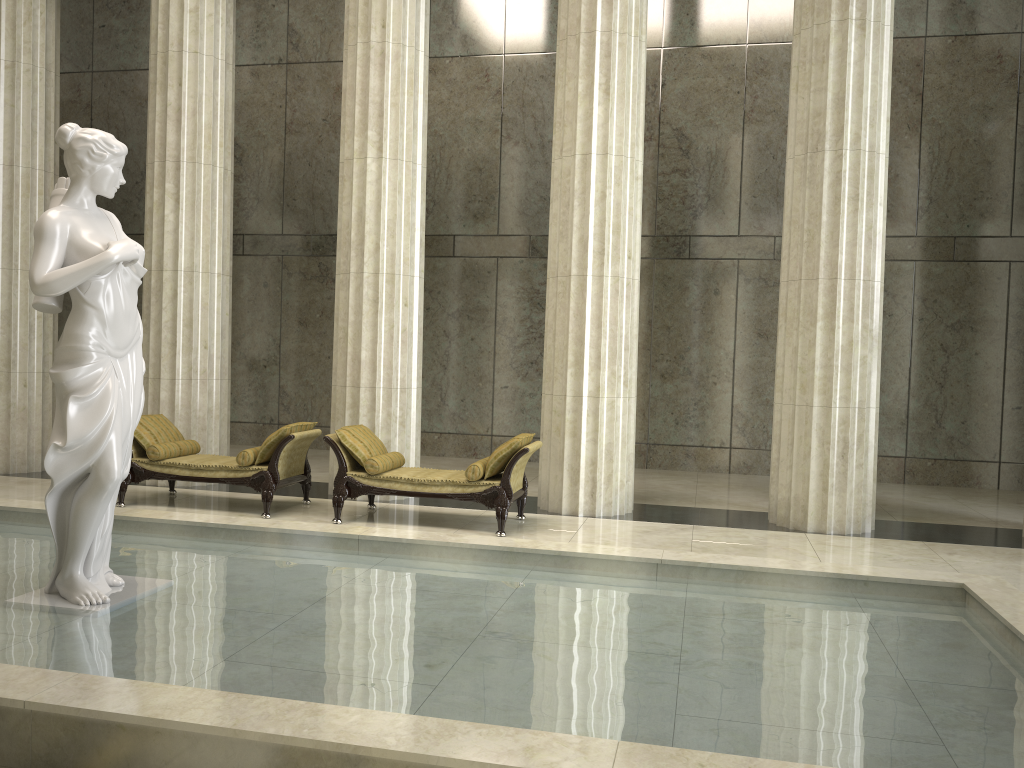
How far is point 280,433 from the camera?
9.16m

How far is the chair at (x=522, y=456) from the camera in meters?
8.6 m

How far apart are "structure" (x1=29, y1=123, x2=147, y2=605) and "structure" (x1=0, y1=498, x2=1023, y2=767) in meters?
0.0 m

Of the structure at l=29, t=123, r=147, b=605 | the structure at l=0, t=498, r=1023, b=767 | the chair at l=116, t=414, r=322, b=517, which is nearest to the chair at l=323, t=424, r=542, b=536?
the chair at l=116, t=414, r=322, b=517

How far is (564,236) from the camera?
9.87m

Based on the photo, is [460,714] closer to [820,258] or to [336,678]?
[336,678]

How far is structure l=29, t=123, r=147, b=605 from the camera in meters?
5.2

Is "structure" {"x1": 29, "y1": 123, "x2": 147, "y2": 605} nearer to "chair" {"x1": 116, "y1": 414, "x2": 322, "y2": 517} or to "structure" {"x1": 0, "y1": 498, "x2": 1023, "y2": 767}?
"structure" {"x1": 0, "y1": 498, "x2": 1023, "y2": 767}

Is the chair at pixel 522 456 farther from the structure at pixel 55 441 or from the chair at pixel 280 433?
the structure at pixel 55 441

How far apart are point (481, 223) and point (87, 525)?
10.22m
